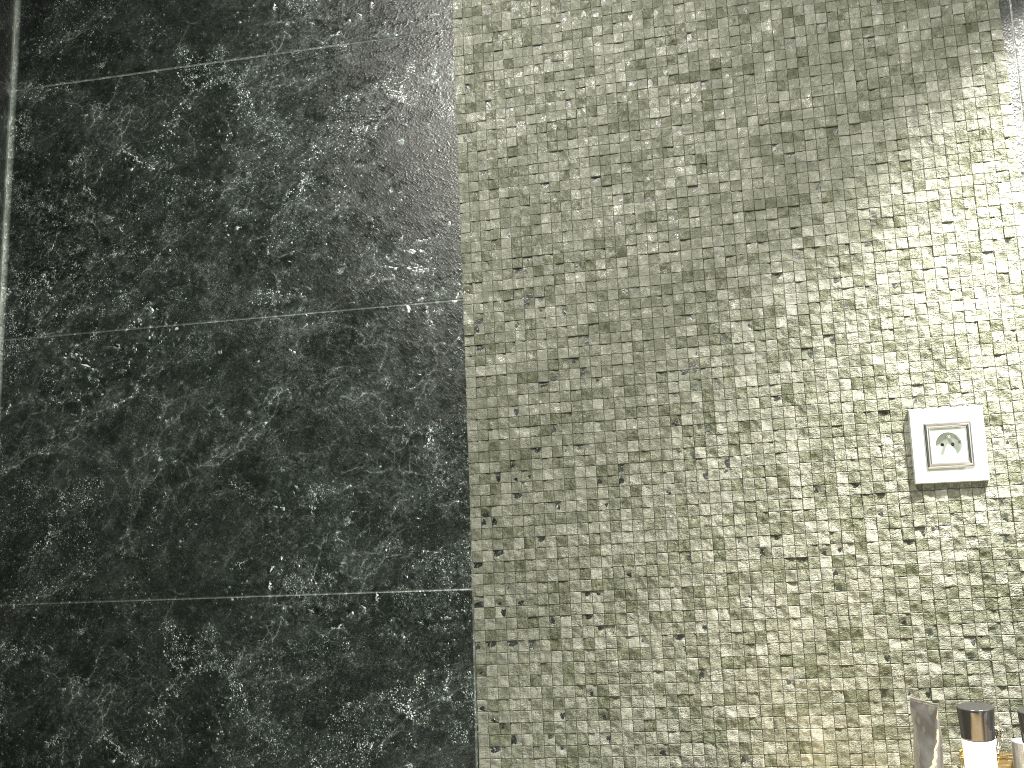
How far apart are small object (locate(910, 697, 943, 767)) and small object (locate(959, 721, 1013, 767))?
5.2 meters

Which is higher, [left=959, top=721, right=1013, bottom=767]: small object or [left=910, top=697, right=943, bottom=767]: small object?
[left=910, top=697, right=943, bottom=767]: small object

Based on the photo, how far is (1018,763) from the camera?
7.9 meters

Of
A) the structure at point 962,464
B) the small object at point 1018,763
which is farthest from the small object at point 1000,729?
the structure at point 962,464

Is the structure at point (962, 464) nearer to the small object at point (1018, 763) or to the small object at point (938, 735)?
the small object at point (938, 735)

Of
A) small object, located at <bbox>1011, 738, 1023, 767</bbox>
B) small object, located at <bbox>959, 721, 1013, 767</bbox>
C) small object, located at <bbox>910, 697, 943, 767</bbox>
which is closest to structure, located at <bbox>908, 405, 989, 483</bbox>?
small object, located at <bbox>910, 697, 943, 767</bbox>

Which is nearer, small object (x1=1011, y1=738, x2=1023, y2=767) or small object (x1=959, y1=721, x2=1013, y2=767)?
small object (x1=959, y1=721, x2=1013, y2=767)

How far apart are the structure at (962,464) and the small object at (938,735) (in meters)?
0.34

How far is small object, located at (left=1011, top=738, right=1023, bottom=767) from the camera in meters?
7.9

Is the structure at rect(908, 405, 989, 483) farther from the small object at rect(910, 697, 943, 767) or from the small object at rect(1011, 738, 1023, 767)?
the small object at rect(1011, 738, 1023, 767)
